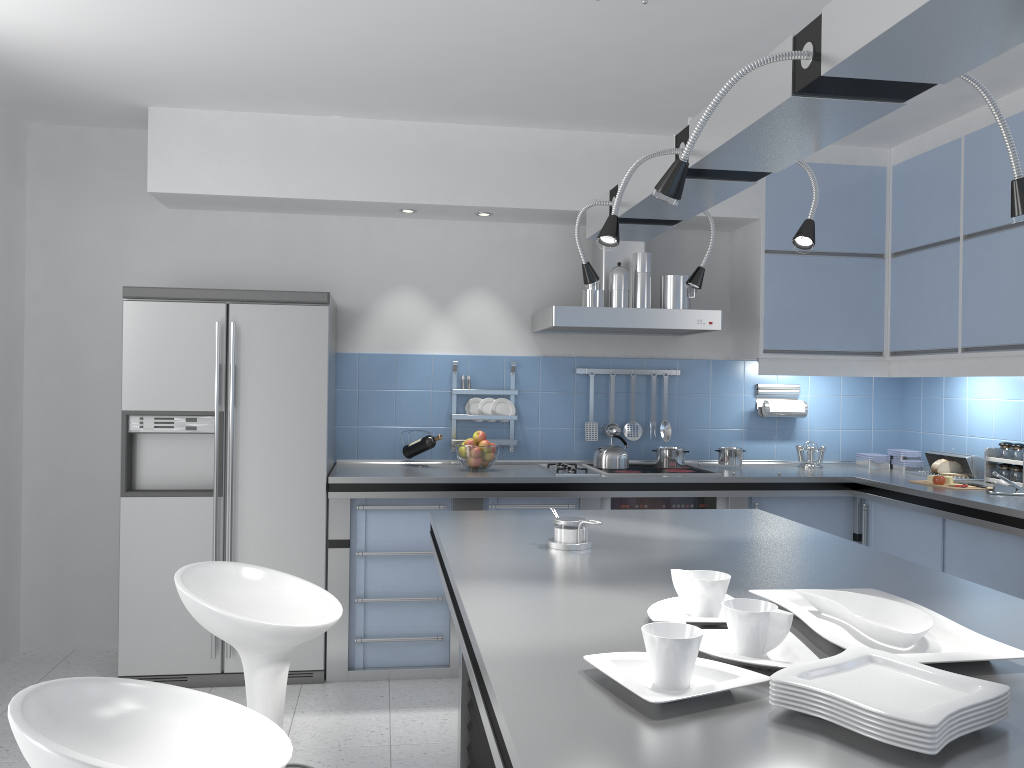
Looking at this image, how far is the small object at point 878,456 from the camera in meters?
4.9 m

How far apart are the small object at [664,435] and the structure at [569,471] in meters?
0.6

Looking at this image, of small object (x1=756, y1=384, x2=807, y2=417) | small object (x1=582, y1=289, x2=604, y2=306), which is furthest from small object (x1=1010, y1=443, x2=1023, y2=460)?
small object (x1=582, y1=289, x2=604, y2=306)

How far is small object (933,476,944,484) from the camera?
4.1 meters

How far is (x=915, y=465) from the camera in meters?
4.8 m

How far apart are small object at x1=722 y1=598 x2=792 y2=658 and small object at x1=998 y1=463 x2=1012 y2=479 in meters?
3.3

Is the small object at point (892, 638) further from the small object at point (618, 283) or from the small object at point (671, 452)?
the small object at point (671, 452)

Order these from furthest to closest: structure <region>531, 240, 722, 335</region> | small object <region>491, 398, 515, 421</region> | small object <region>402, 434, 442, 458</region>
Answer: small object <region>491, 398, 515, 421</region> → small object <region>402, 434, 442, 458</region> → structure <region>531, 240, 722, 335</region>

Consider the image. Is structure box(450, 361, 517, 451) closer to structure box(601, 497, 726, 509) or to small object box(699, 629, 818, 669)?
structure box(601, 497, 726, 509)

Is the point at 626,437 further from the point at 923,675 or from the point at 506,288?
the point at 923,675
